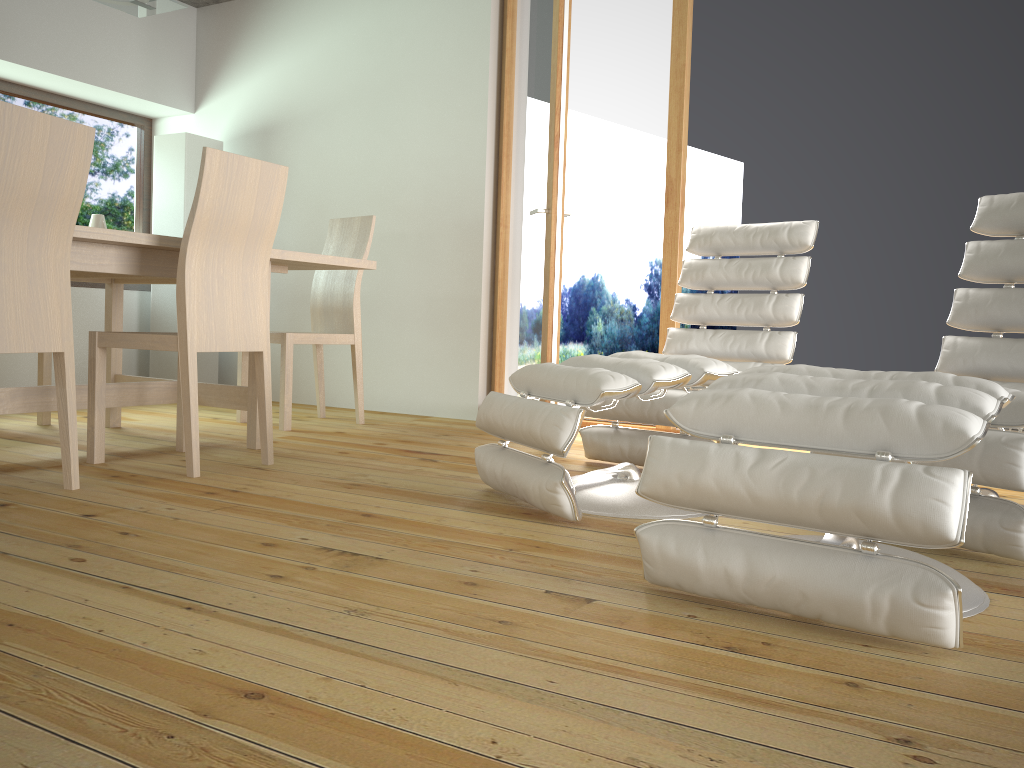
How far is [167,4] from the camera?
3.5 meters

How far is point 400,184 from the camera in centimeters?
483cm

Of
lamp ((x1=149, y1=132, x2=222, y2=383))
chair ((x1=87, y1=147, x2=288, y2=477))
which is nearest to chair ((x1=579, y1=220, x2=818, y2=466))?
chair ((x1=87, y1=147, x2=288, y2=477))

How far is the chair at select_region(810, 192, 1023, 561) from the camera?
2.0 meters

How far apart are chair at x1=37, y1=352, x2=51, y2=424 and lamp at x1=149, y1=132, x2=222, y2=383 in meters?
1.3

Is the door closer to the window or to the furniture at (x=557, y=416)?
Result: the furniture at (x=557, y=416)

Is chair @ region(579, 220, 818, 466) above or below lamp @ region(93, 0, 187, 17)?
below

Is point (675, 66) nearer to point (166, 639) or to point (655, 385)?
point (655, 385)

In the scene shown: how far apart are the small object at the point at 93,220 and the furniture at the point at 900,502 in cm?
443

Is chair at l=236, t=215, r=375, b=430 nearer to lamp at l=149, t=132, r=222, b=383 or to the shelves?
lamp at l=149, t=132, r=222, b=383
